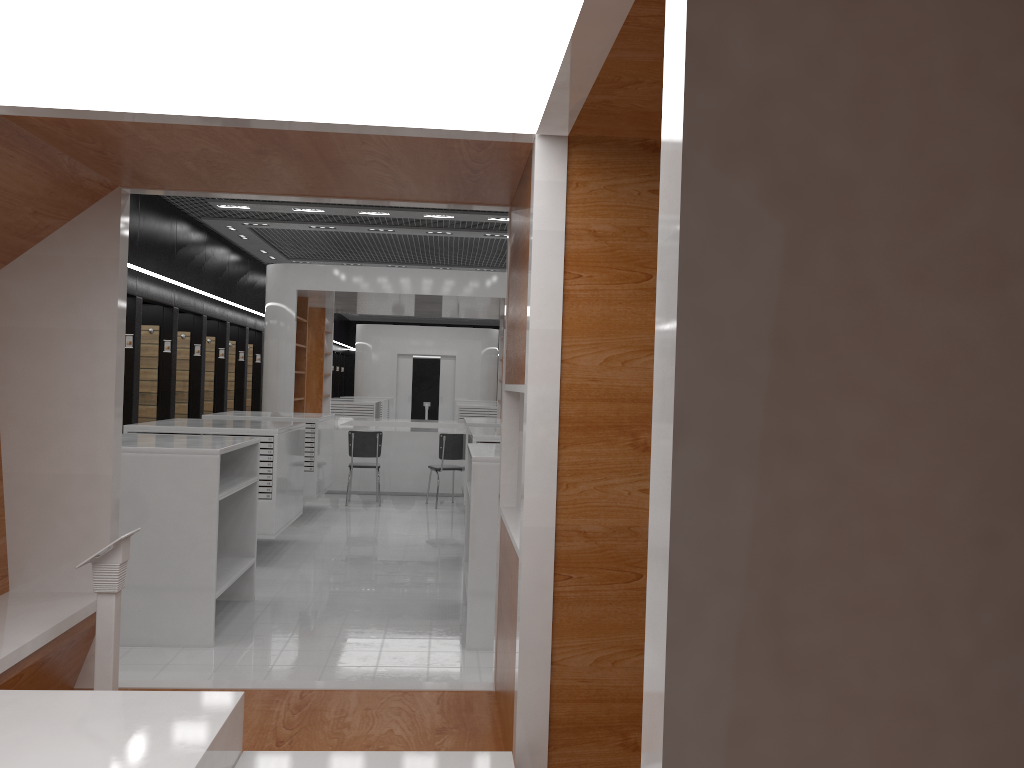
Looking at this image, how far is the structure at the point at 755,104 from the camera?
1.0m

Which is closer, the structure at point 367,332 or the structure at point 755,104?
the structure at point 755,104

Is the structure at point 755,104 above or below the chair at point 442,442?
above

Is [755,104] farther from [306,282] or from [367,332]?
[367,332]

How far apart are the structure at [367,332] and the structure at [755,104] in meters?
22.2 m

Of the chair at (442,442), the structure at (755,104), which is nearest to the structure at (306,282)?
the chair at (442,442)

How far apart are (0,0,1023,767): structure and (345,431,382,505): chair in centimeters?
775cm

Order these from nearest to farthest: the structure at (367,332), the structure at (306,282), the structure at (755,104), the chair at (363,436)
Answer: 1. the structure at (755,104)
2. the chair at (363,436)
3. the structure at (306,282)
4. the structure at (367,332)

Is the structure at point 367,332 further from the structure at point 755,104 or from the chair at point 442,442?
the structure at point 755,104

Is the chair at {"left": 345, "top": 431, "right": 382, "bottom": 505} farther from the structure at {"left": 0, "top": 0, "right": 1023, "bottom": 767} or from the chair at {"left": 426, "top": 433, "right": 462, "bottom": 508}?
the structure at {"left": 0, "top": 0, "right": 1023, "bottom": 767}
